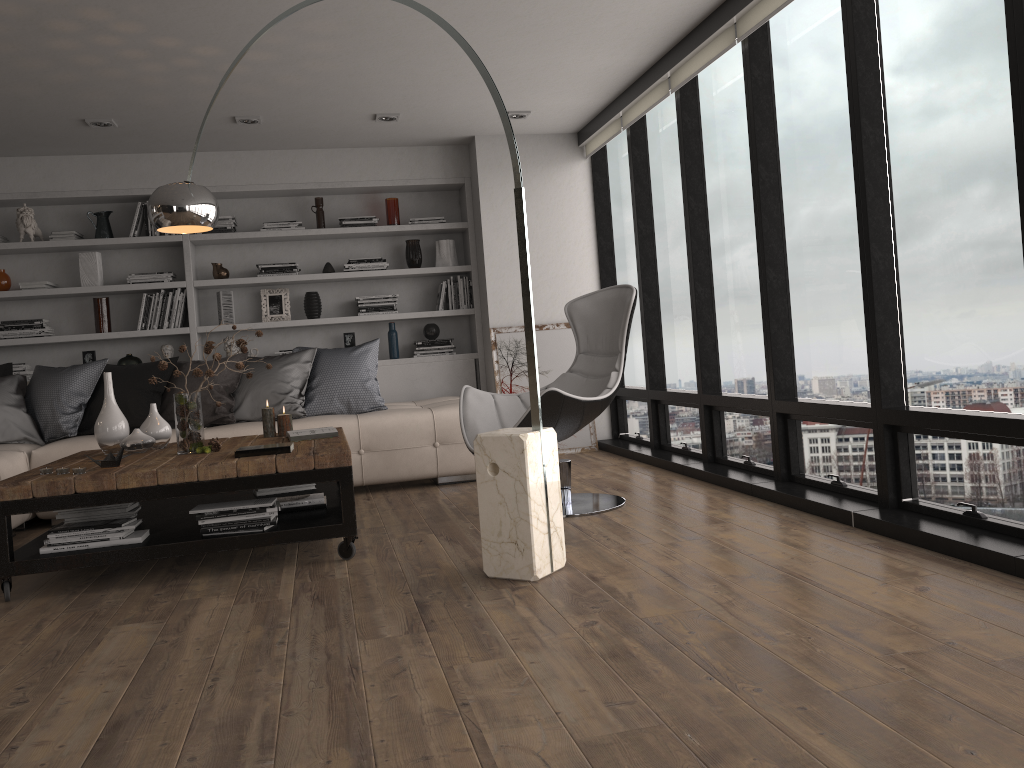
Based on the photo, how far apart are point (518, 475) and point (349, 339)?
4.1m

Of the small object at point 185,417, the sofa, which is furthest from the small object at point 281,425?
the sofa

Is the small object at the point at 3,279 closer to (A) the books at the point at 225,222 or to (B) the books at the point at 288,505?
(A) the books at the point at 225,222

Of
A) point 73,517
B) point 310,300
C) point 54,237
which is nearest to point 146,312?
point 54,237

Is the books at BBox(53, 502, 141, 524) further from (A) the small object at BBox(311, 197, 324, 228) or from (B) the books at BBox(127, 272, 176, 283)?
(A) the small object at BBox(311, 197, 324, 228)

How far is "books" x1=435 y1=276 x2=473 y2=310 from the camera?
6.9m

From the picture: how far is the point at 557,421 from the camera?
Answer: 4.1 meters

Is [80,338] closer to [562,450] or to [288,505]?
[288,505]

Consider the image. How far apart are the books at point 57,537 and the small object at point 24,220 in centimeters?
357cm

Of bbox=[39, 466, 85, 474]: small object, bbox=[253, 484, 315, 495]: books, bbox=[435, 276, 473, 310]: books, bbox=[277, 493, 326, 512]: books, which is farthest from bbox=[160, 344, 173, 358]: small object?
bbox=[39, 466, 85, 474]: small object
